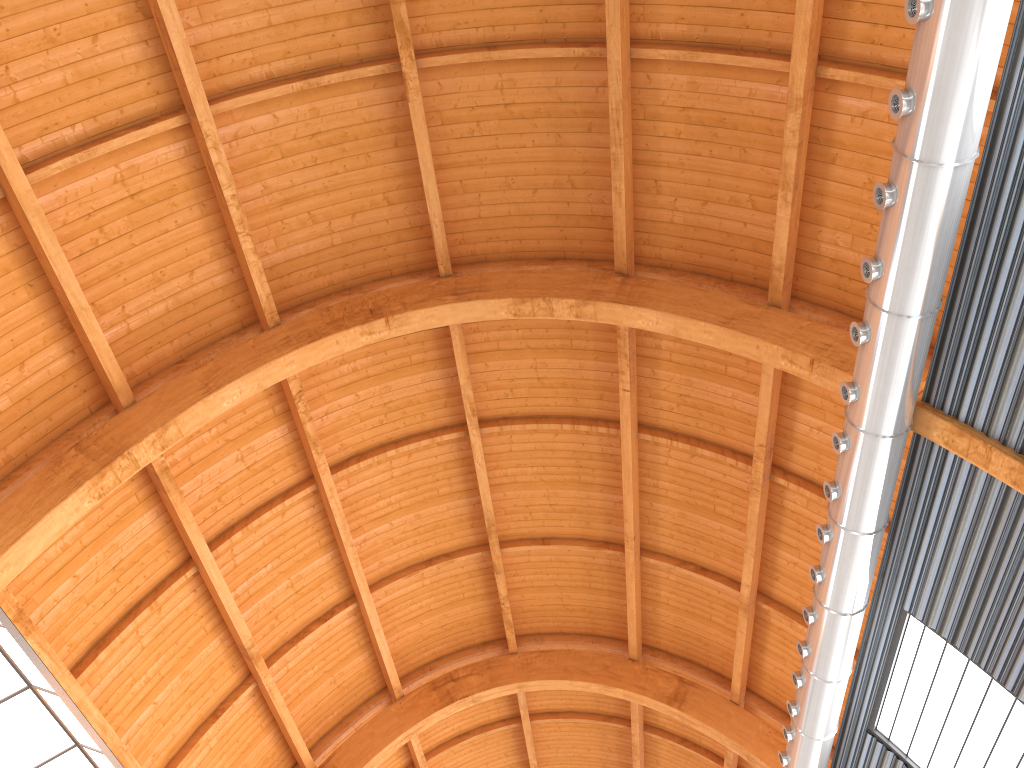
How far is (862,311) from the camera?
19.8m

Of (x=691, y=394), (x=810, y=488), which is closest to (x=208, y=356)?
(x=691, y=394)
